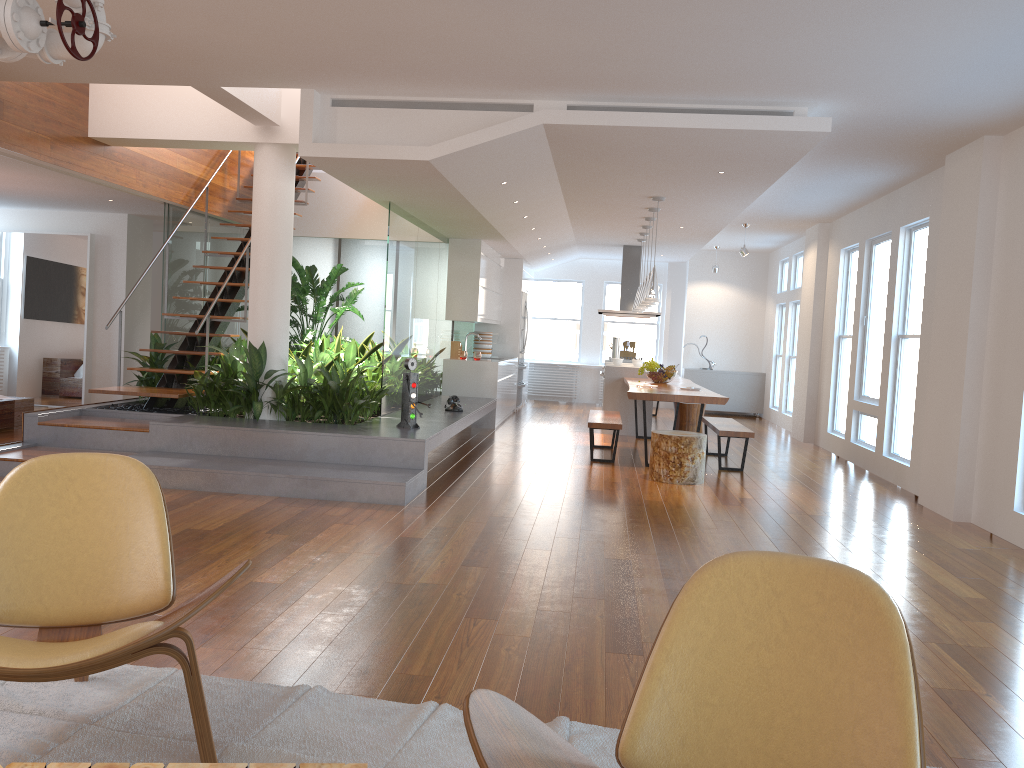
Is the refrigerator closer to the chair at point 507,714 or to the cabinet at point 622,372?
the cabinet at point 622,372

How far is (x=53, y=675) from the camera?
2.2m

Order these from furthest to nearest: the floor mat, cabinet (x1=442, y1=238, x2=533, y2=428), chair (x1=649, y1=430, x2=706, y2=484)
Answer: cabinet (x1=442, y1=238, x2=533, y2=428) < chair (x1=649, y1=430, x2=706, y2=484) < the floor mat

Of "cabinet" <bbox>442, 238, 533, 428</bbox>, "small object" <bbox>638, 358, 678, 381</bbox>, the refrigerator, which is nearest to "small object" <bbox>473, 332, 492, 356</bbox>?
"cabinet" <bbox>442, 238, 533, 428</bbox>

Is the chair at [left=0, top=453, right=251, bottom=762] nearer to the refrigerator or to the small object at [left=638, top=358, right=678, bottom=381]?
the small object at [left=638, top=358, right=678, bottom=381]

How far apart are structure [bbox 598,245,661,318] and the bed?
7.4 meters

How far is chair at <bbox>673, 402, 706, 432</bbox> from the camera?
10.5 meters

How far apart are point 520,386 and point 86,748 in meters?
11.1

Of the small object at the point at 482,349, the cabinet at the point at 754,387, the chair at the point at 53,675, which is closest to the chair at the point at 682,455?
the chair at the point at 53,675

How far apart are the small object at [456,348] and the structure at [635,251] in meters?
2.6 m
